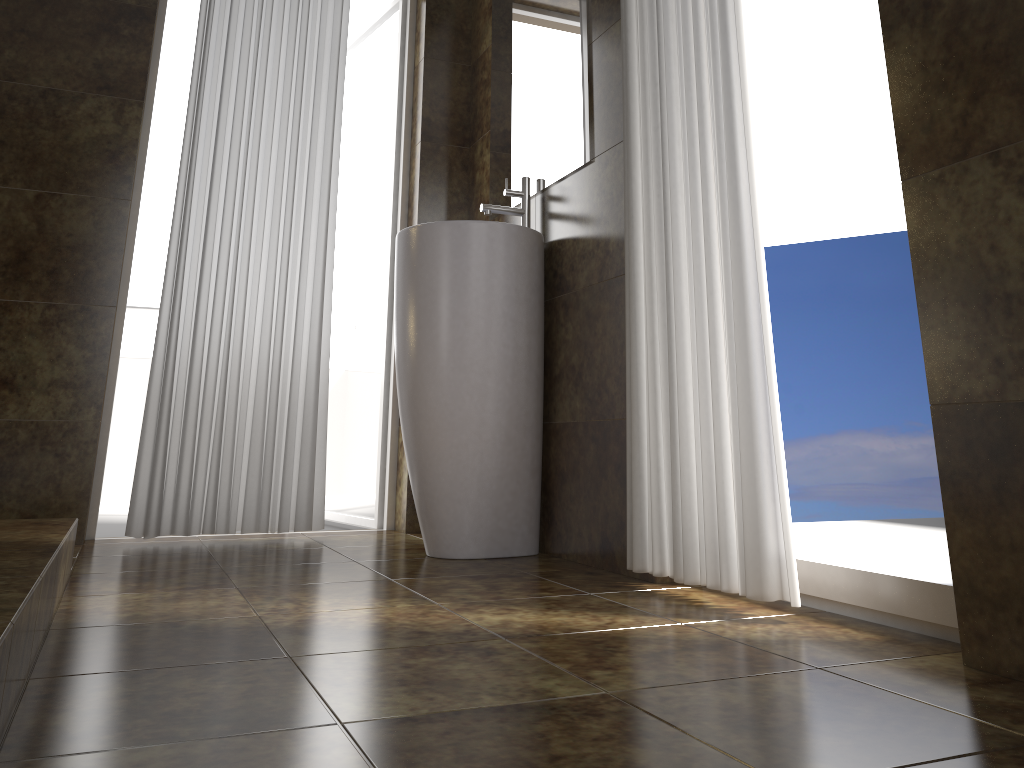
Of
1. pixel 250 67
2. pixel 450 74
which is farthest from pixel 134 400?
pixel 450 74

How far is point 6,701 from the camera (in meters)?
0.95

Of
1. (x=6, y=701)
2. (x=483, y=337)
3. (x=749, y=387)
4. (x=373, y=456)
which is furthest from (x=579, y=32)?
(x=6, y=701)

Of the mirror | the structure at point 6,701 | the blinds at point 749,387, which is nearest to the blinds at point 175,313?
the mirror

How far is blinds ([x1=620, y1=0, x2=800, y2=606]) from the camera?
1.7 meters

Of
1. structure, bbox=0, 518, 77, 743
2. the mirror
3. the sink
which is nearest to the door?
the mirror

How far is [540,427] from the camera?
2.54m

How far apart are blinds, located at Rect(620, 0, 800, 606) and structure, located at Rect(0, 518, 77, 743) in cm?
119

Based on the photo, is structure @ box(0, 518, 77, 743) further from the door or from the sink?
the door

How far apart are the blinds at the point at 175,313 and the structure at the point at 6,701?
0.72m
